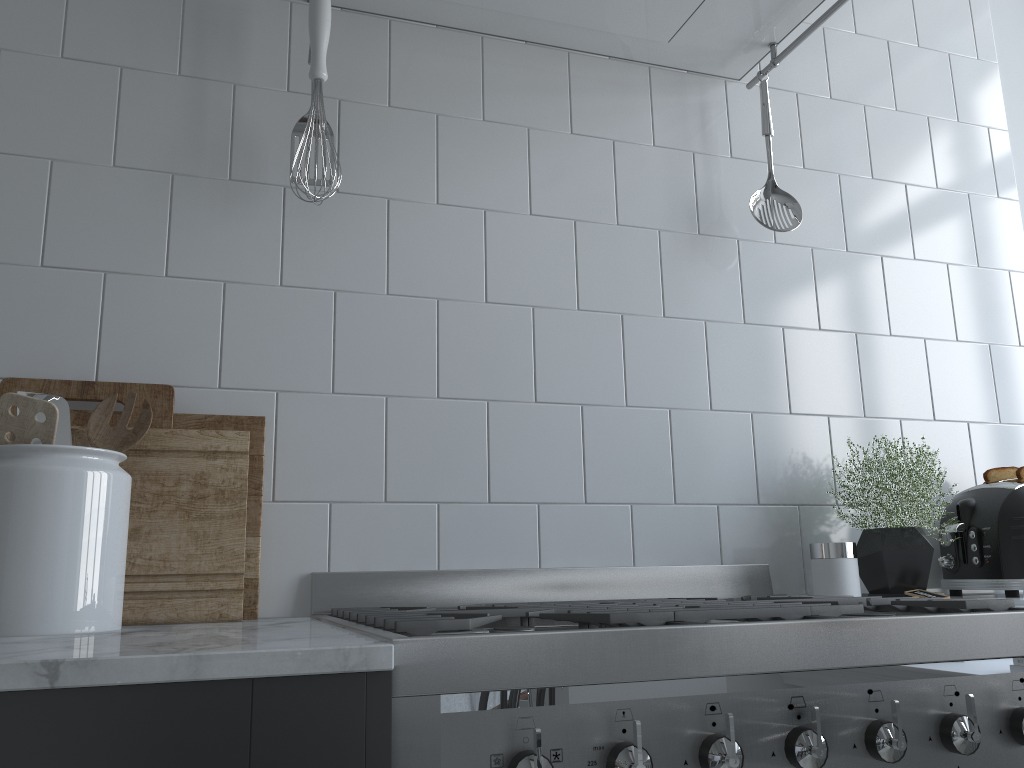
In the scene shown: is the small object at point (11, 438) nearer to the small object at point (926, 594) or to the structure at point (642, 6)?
the structure at point (642, 6)

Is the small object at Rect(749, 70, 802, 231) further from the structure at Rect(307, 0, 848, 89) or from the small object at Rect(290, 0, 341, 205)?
the small object at Rect(290, 0, 341, 205)

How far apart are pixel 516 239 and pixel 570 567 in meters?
0.6

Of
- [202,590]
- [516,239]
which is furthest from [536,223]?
[202,590]

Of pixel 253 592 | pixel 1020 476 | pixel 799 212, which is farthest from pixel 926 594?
pixel 253 592

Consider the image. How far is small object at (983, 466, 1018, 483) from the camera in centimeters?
164cm

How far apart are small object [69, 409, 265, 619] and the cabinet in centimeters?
59cm

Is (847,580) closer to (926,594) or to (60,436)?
(926,594)

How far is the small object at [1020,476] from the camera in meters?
1.6

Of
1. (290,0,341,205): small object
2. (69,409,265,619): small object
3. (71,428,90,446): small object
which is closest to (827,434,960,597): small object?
(69,409,265,619): small object
